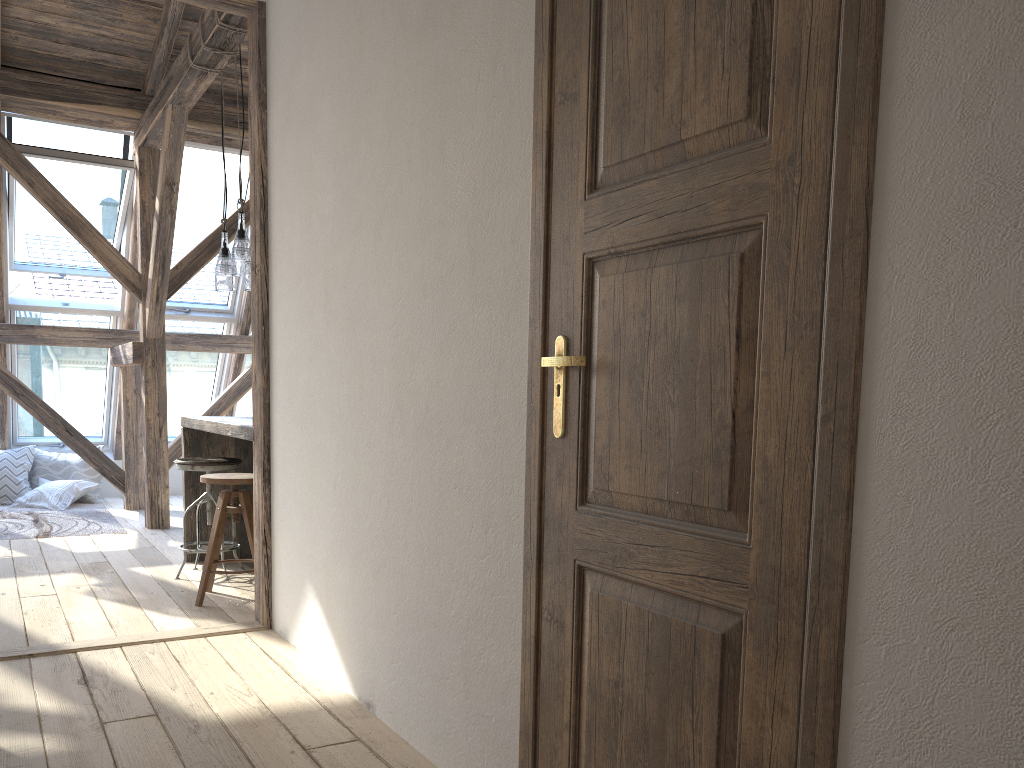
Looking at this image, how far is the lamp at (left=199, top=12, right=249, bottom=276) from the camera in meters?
4.5 m

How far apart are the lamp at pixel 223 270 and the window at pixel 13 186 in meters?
2.1

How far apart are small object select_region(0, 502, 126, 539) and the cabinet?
1.5 meters

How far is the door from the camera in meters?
1.2

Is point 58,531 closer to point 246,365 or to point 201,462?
point 201,462

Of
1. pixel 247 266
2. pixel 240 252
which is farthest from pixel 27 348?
pixel 247 266

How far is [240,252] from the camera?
4.48m

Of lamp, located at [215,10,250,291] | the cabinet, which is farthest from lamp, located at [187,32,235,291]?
the cabinet

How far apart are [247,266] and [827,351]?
3.5 meters

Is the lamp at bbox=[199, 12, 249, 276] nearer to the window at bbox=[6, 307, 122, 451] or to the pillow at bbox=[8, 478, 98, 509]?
the window at bbox=[6, 307, 122, 451]
